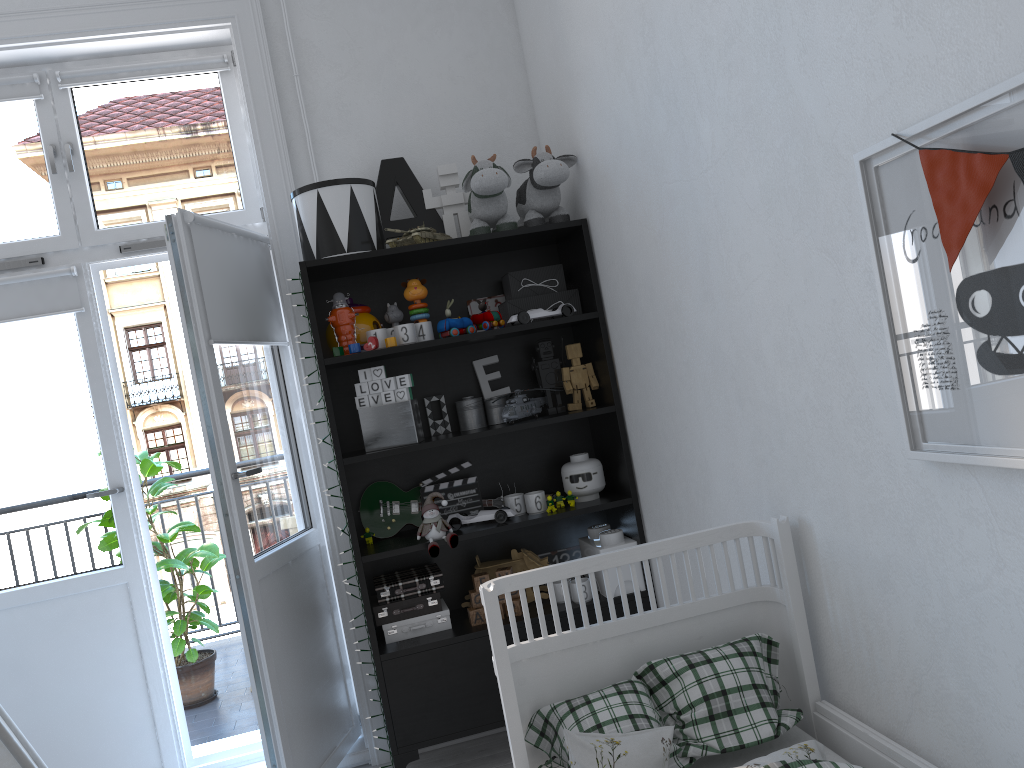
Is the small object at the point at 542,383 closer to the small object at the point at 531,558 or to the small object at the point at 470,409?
the small object at the point at 470,409

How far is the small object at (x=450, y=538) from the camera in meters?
2.7 m

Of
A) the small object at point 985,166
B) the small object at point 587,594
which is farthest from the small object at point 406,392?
the small object at point 985,166

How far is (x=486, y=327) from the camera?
2.87m

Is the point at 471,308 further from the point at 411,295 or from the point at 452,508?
the point at 452,508

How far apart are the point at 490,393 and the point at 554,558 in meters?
0.6 m

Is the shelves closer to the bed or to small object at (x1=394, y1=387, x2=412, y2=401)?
small object at (x1=394, y1=387, x2=412, y2=401)

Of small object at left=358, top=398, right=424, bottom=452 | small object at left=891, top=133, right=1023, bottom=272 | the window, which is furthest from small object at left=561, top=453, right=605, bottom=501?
small object at left=891, top=133, right=1023, bottom=272

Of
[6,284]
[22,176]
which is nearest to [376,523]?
[6,284]

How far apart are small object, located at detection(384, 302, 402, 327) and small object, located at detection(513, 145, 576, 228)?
0.5 meters
